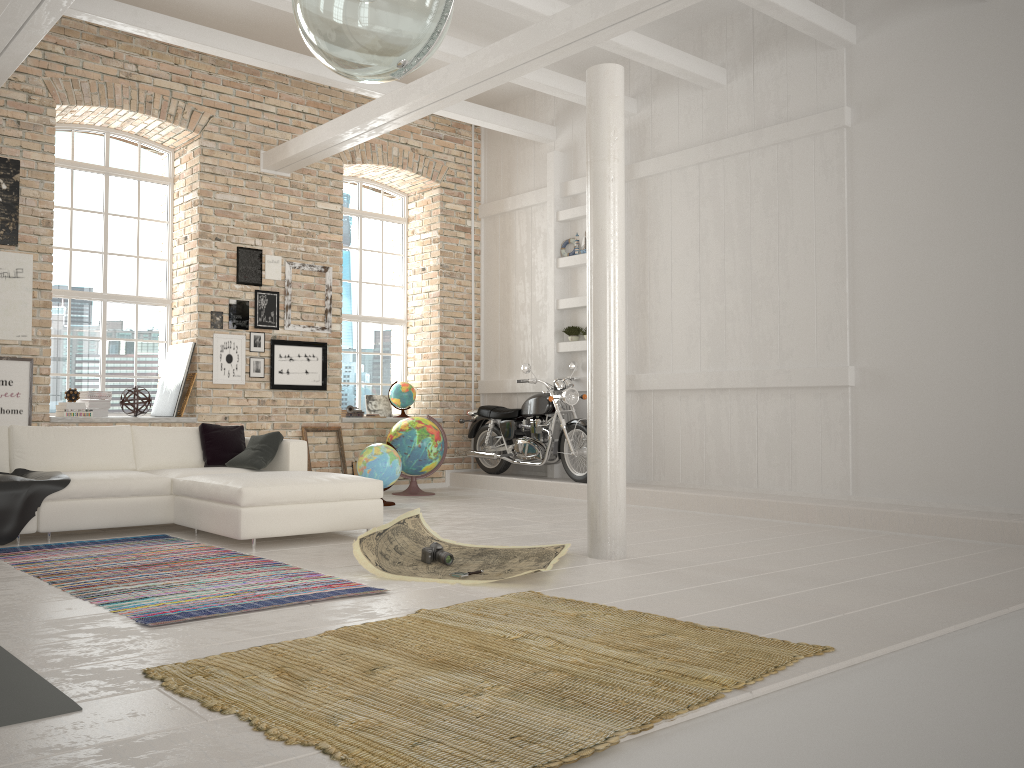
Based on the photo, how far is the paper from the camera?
4.79m

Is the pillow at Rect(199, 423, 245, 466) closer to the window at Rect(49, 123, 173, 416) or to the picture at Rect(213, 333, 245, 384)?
the picture at Rect(213, 333, 245, 384)

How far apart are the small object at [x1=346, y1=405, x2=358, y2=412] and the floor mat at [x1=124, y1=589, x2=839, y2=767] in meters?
6.0

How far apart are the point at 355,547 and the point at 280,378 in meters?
4.9 m

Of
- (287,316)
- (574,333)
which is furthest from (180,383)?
(574,333)

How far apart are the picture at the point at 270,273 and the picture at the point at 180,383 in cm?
117

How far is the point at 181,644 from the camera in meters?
3.3

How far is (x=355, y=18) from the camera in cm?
262

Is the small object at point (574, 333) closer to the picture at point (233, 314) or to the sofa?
the picture at point (233, 314)

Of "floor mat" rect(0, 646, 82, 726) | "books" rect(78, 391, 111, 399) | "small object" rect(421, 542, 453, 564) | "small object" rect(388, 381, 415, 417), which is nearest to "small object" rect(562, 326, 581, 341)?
"small object" rect(388, 381, 415, 417)
